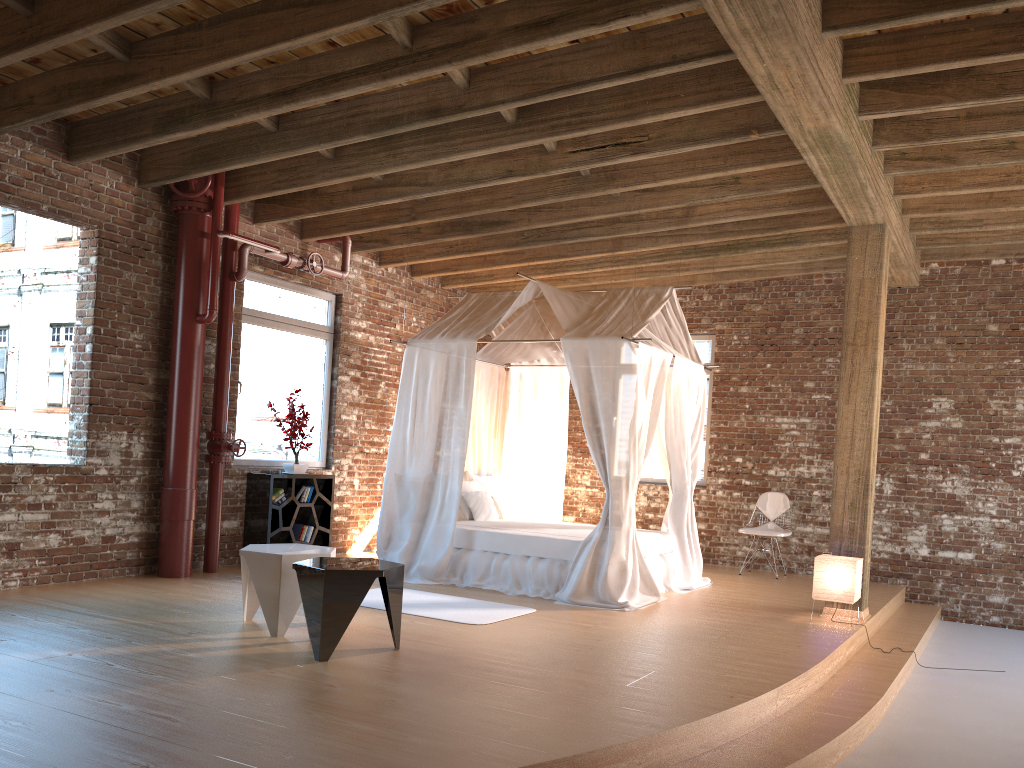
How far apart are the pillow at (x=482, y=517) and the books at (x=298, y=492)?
1.5 meters

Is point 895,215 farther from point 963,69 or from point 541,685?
point 541,685

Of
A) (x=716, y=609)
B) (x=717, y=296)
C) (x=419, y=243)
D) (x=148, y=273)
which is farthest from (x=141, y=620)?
(x=717, y=296)

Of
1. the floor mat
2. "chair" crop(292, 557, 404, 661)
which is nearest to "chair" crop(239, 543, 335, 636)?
"chair" crop(292, 557, 404, 661)

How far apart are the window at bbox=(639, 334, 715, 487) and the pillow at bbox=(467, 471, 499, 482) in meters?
2.1

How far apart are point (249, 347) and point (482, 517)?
2.7m

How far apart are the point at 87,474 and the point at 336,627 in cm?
324

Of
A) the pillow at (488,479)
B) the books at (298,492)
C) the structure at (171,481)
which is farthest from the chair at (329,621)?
the pillow at (488,479)

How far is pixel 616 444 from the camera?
6.92m

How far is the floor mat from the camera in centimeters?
603cm
